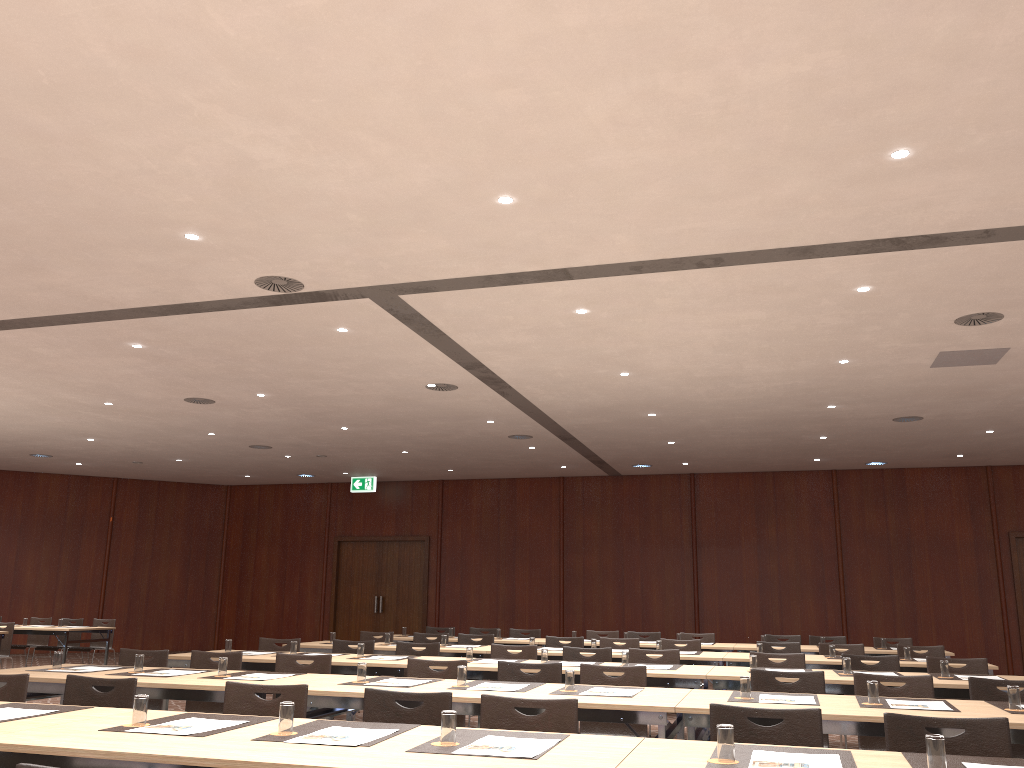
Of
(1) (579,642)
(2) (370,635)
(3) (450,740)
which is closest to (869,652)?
(1) (579,642)

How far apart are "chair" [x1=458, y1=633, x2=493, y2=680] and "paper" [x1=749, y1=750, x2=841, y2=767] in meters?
7.3

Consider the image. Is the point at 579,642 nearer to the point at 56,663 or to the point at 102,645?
the point at 56,663

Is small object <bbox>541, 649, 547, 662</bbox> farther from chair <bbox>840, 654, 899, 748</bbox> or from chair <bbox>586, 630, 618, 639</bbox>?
chair <bbox>586, 630, 618, 639</bbox>

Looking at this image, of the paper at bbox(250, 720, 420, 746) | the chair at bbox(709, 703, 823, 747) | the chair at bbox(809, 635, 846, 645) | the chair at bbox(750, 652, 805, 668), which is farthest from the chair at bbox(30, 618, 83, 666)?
the chair at bbox(709, 703, 823, 747)

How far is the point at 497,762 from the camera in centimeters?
284cm

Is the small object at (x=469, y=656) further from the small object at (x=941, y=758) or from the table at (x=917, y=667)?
the small object at (x=941, y=758)

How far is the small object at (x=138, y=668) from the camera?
5.8 meters

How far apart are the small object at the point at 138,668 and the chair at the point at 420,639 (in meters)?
4.73

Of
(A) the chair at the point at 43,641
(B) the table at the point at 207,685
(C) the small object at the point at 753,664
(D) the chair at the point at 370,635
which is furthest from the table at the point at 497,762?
(A) the chair at the point at 43,641
